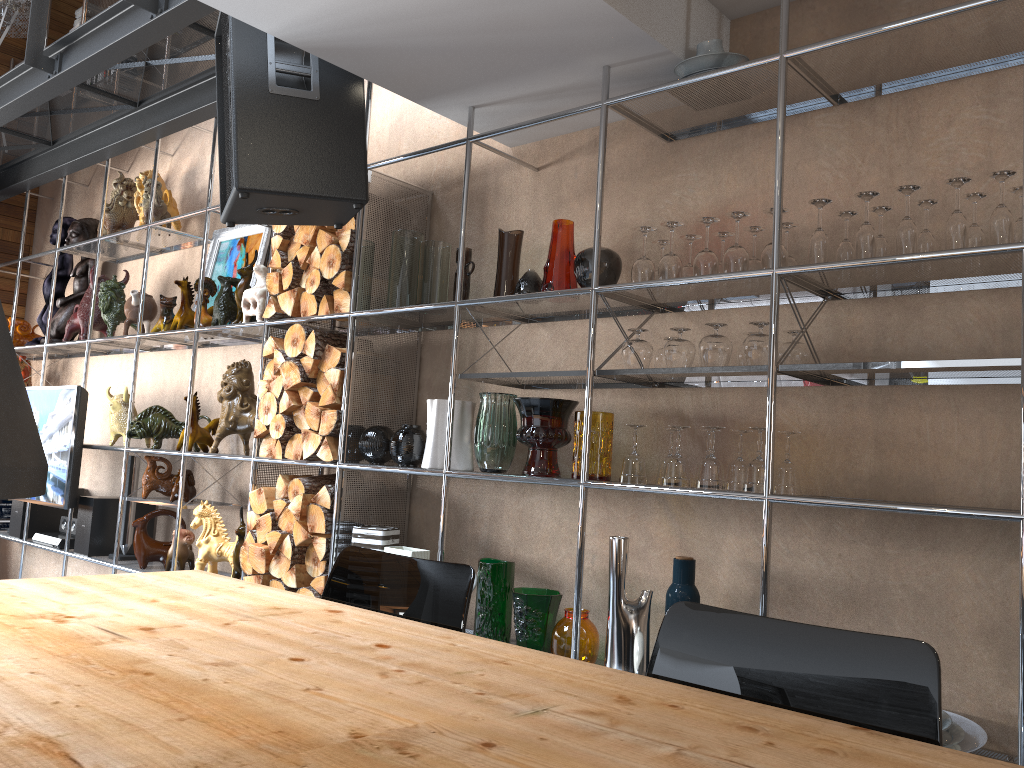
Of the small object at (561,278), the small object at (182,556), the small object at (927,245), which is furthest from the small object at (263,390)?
the small object at (927,245)

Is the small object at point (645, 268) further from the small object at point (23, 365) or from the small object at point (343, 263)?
the small object at point (23, 365)

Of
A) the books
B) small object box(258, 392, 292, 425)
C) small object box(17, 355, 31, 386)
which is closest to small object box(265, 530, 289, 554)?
small object box(258, 392, 292, 425)

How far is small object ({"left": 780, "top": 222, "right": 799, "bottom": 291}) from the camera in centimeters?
246cm

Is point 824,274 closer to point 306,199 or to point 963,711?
point 963,711

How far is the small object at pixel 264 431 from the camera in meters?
3.6 m

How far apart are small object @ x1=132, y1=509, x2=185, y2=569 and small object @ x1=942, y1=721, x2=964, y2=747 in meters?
3.5

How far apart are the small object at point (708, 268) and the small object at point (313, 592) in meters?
1.8

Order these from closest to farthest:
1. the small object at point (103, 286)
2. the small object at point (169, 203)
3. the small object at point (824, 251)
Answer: the small object at point (824, 251) → the small object at point (103, 286) → the small object at point (169, 203)

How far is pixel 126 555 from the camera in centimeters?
454cm
